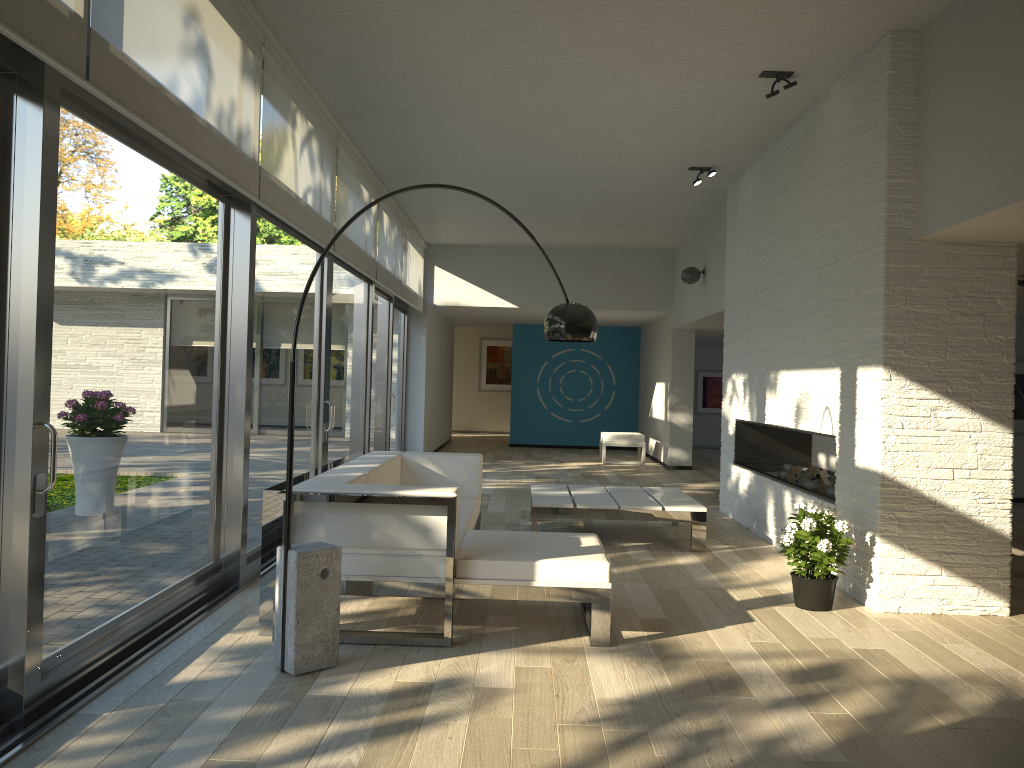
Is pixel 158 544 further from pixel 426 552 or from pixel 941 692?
pixel 941 692

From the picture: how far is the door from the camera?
2.86m

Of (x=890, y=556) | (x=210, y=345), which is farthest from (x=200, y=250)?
(x=890, y=556)

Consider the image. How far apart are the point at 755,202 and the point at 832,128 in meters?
1.9

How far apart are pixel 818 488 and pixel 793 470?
0.7 meters

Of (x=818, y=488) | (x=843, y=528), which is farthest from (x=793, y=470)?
(x=843, y=528)

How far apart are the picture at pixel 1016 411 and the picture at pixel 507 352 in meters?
11.5 m

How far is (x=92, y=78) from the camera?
2.9 meters

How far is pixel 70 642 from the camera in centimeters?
323cm

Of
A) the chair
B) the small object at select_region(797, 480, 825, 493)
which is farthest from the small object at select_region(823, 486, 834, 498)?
the chair
